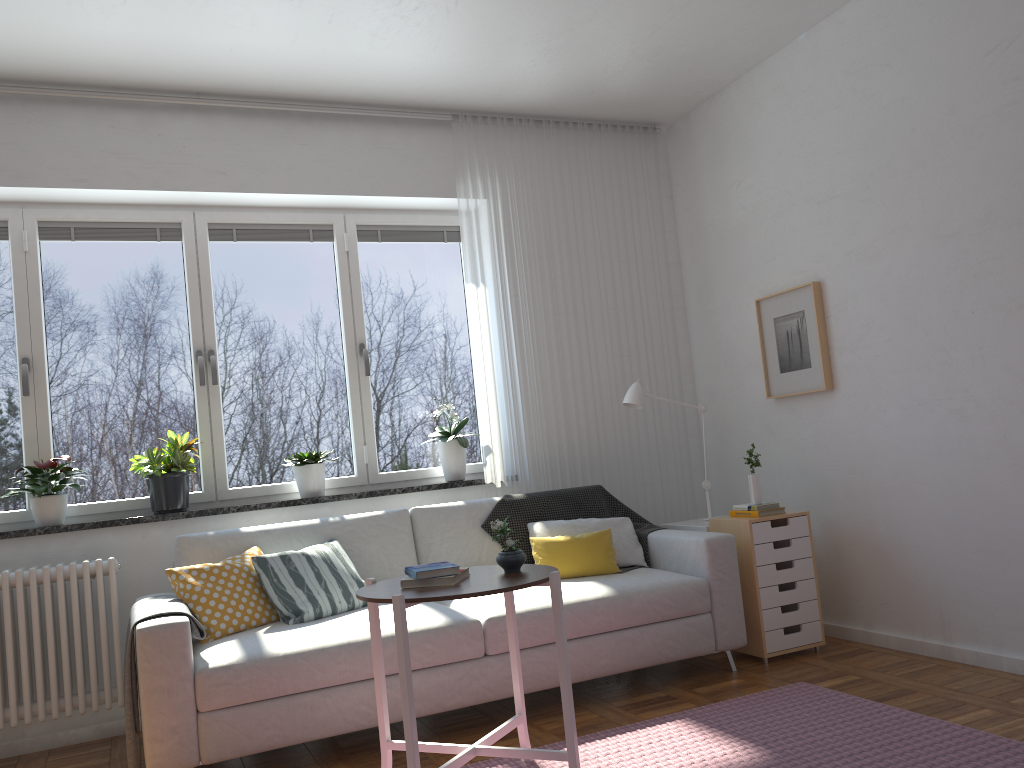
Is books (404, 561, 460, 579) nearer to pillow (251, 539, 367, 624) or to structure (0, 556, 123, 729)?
pillow (251, 539, 367, 624)

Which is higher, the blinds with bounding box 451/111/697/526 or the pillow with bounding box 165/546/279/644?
the blinds with bounding box 451/111/697/526

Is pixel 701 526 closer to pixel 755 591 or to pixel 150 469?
pixel 755 591

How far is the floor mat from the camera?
2.67m

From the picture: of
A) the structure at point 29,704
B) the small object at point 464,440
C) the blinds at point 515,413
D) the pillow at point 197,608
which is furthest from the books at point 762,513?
the structure at point 29,704

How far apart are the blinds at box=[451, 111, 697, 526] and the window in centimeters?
27cm

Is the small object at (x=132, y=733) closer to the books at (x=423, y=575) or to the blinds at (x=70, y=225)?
the books at (x=423, y=575)

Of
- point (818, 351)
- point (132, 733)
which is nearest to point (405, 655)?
point (132, 733)

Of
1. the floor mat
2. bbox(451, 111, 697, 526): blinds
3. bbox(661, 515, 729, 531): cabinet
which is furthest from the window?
the floor mat

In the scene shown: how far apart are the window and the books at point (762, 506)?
1.47m
